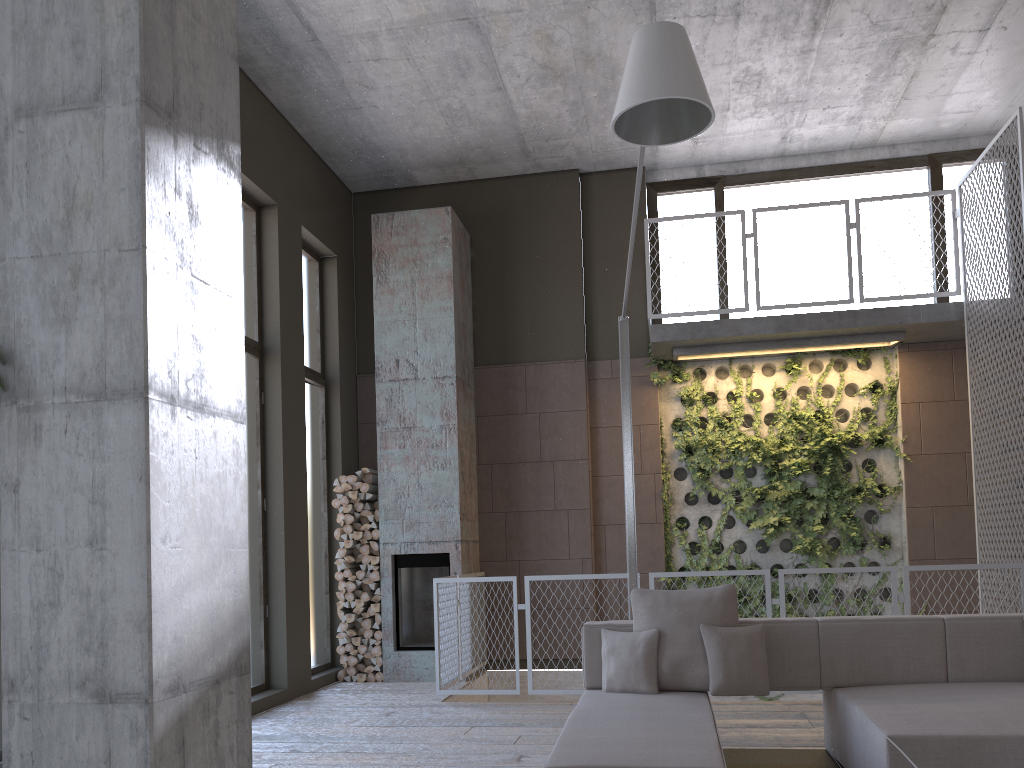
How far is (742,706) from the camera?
6.3m

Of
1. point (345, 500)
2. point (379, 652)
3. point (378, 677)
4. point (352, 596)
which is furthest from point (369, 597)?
point (345, 500)

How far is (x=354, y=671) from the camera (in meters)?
8.16

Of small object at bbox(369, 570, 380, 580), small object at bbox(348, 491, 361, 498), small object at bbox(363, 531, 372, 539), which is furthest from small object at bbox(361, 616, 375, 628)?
small object at bbox(348, 491, 361, 498)

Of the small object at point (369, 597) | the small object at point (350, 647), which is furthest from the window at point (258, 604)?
the small object at point (369, 597)

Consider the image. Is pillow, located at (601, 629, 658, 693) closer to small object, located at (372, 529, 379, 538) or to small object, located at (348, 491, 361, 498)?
small object, located at (372, 529, 379, 538)

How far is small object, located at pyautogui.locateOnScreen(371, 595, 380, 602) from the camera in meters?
8.2 m

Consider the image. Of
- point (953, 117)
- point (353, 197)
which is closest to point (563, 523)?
point (353, 197)

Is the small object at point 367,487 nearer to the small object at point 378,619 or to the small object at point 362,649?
the small object at point 378,619

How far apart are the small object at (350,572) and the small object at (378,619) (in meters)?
0.48
